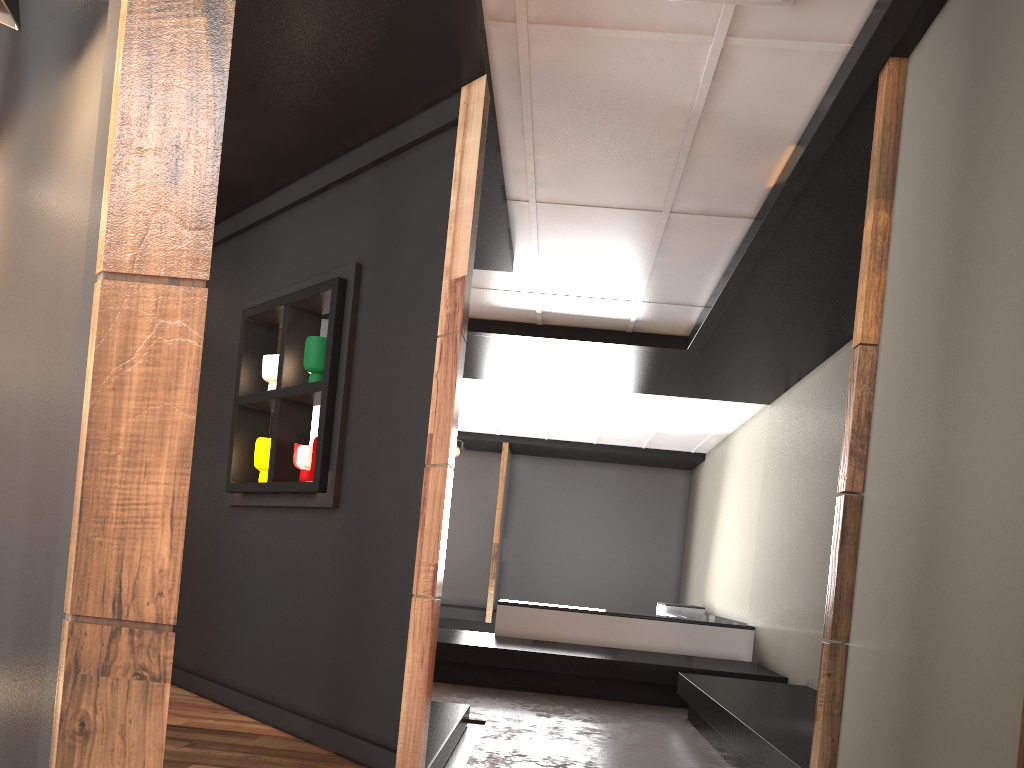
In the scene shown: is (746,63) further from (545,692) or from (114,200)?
(545,692)

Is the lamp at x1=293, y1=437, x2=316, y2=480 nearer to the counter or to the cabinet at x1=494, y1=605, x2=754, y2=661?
the cabinet at x1=494, y1=605, x2=754, y2=661

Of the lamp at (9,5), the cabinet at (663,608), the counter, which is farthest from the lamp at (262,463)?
the cabinet at (663,608)

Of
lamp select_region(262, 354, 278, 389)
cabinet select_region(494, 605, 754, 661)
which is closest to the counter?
cabinet select_region(494, 605, 754, 661)

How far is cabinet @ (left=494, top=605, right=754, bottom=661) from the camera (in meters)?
8.06

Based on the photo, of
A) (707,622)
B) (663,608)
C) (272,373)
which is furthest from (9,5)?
(663,608)

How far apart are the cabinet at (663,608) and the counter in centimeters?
112cm

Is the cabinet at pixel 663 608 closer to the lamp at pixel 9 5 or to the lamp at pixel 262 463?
the lamp at pixel 262 463

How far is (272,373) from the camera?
4.64m

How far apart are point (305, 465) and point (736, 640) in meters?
5.3
